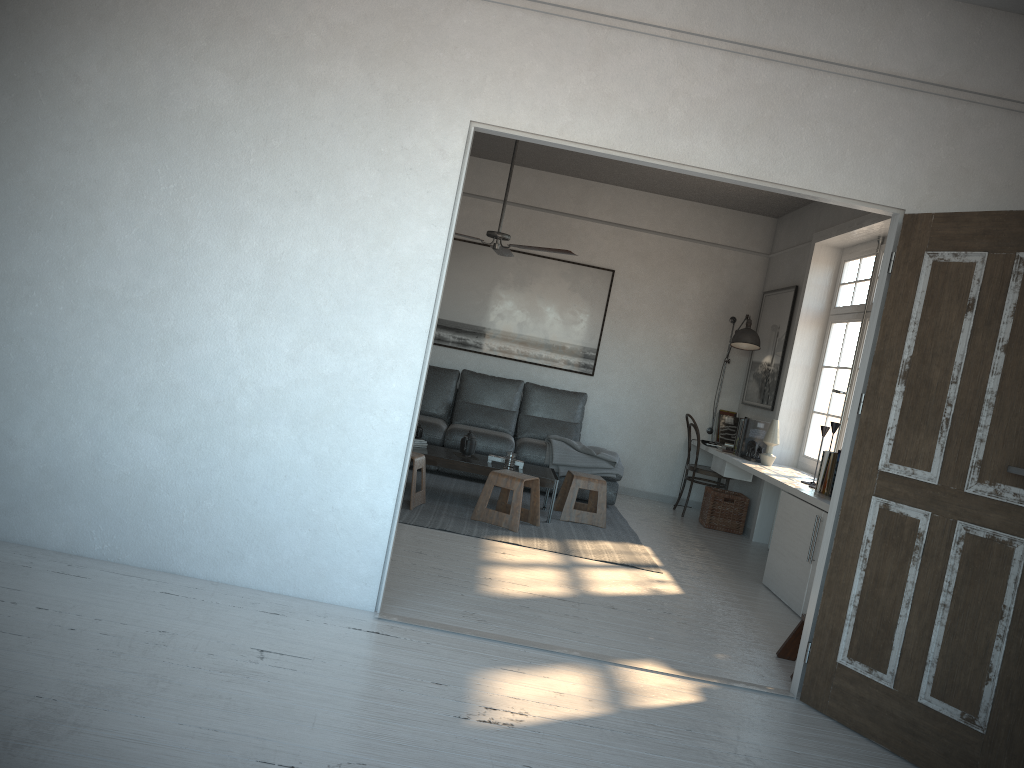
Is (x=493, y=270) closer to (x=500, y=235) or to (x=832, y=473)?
(x=500, y=235)

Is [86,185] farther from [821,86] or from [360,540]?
[821,86]

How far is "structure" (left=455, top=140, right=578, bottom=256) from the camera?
6.3m

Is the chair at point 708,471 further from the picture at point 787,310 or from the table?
the table

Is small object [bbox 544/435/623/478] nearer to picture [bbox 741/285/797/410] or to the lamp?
picture [bbox 741/285/797/410]

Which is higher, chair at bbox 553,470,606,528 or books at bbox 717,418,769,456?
books at bbox 717,418,769,456

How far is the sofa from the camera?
7.5 meters

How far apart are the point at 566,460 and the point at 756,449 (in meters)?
1.53

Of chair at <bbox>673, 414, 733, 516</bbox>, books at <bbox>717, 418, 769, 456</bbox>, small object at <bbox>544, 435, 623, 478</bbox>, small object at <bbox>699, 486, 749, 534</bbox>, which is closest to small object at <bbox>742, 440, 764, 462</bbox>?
books at <bbox>717, 418, 769, 456</bbox>

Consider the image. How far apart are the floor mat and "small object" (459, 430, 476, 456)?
0.3 meters
